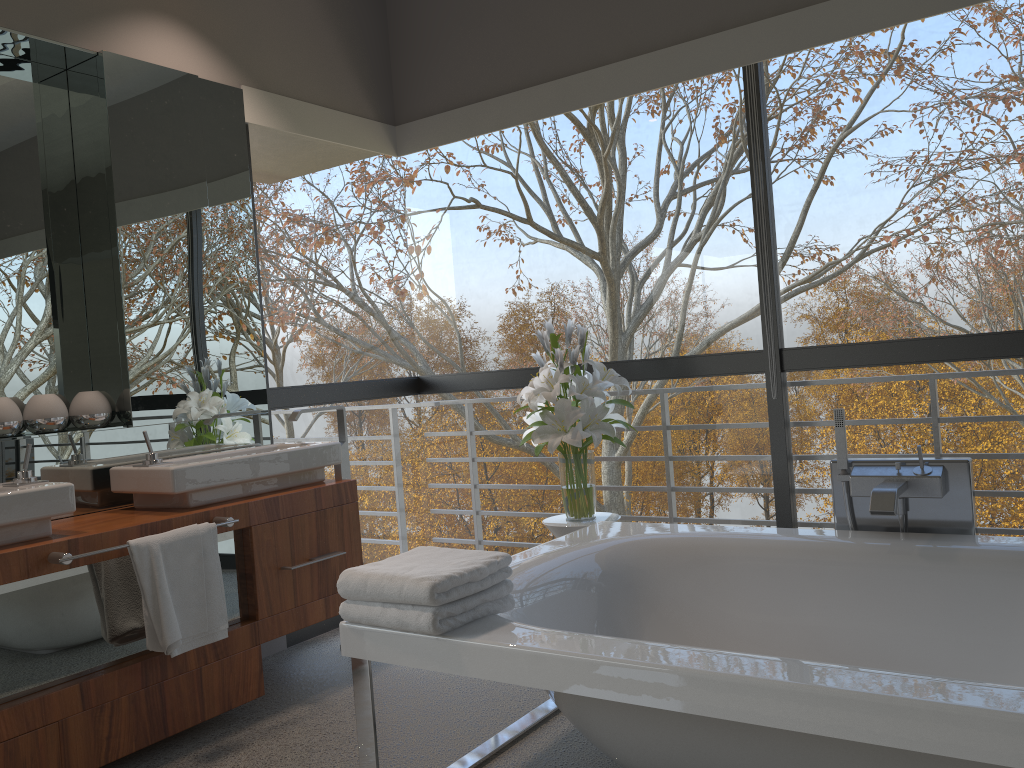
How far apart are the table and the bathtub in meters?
0.2 m

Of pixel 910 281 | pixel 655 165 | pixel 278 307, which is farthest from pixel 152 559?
pixel 910 281

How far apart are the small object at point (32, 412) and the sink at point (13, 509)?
0.37m

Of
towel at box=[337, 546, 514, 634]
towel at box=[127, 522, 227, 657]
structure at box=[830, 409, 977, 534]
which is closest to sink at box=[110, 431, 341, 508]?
towel at box=[127, 522, 227, 657]

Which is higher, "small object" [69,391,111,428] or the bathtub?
"small object" [69,391,111,428]

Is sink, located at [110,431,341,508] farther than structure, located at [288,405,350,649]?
No

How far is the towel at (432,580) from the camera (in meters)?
1.98

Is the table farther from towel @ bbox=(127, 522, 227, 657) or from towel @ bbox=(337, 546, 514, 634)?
towel @ bbox=(127, 522, 227, 657)

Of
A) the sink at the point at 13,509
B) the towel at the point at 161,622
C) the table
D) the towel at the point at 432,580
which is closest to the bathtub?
the towel at the point at 432,580

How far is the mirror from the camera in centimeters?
306cm
